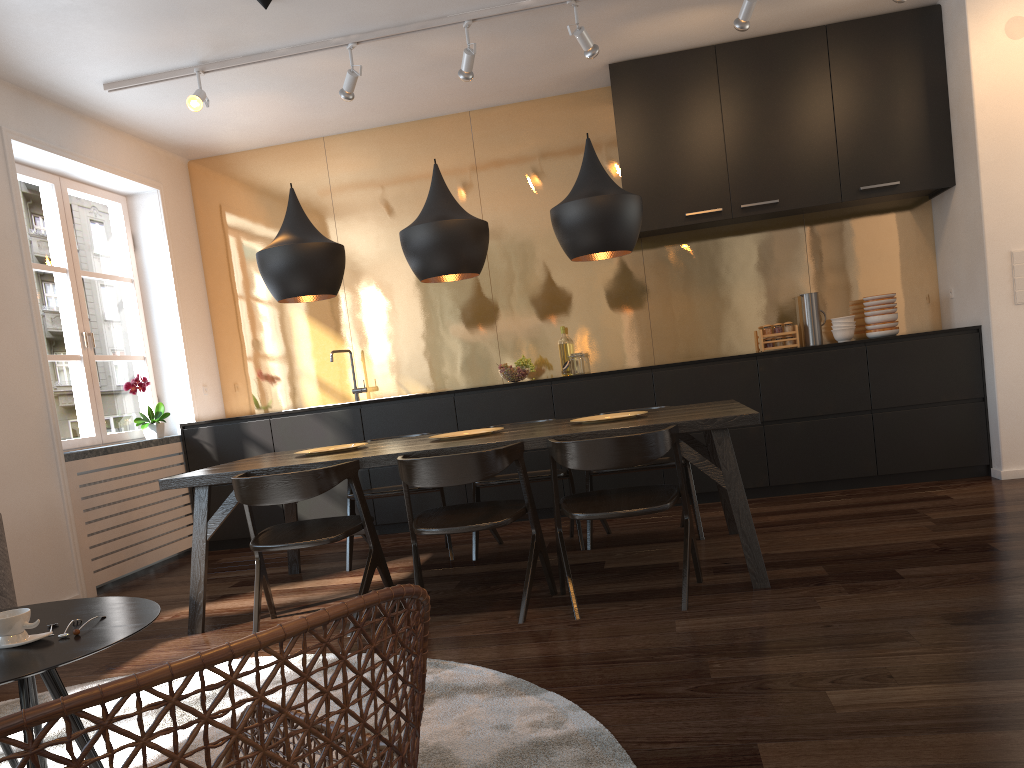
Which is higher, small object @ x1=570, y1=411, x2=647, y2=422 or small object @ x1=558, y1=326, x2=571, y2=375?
small object @ x1=558, y1=326, x2=571, y2=375

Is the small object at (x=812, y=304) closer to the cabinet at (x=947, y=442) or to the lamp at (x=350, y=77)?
the cabinet at (x=947, y=442)

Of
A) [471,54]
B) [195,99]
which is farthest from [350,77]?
[195,99]

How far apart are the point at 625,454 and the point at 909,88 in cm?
361

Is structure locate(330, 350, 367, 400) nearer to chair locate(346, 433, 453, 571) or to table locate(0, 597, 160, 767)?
chair locate(346, 433, 453, 571)

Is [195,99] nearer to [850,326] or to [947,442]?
[850,326]

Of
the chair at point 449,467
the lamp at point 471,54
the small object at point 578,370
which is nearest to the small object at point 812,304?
the small object at point 578,370

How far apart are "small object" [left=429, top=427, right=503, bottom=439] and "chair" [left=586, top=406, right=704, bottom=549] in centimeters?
69cm

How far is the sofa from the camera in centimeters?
347cm

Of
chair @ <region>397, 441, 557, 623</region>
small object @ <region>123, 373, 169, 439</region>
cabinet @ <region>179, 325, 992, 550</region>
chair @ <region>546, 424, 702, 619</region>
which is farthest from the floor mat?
small object @ <region>123, 373, 169, 439</region>
